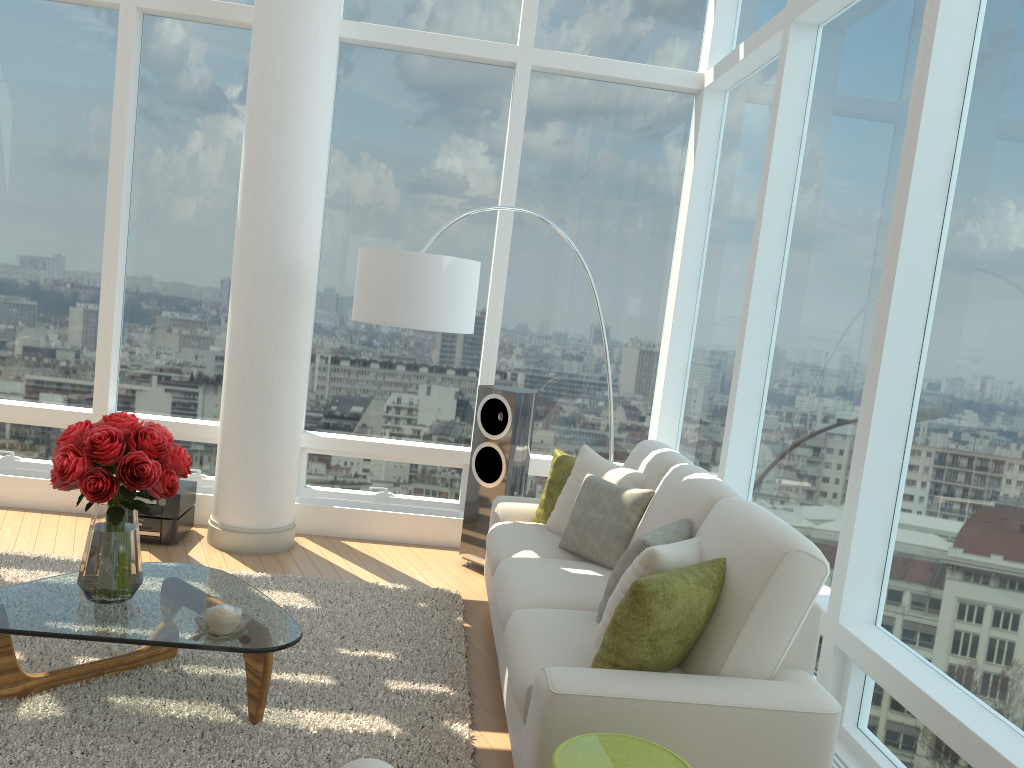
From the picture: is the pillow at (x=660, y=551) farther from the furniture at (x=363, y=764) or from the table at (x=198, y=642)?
the furniture at (x=363, y=764)

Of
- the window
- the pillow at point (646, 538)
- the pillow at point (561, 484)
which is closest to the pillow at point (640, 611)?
the pillow at point (646, 538)

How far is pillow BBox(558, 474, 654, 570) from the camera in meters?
4.1 m

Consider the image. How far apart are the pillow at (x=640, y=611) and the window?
0.6m

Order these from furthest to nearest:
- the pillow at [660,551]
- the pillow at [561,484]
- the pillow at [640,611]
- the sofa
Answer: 1. the pillow at [561,484]
2. the pillow at [660,551]
3. the pillow at [640,611]
4. the sofa

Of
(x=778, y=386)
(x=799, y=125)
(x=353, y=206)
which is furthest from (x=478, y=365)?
(x=799, y=125)

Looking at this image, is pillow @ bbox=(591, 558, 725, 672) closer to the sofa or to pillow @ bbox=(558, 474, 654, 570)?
the sofa

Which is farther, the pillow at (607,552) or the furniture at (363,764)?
the pillow at (607,552)

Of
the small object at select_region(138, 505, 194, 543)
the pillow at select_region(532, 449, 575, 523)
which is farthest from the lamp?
the small object at select_region(138, 505, 194, 543)

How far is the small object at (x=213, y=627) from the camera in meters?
3.1
